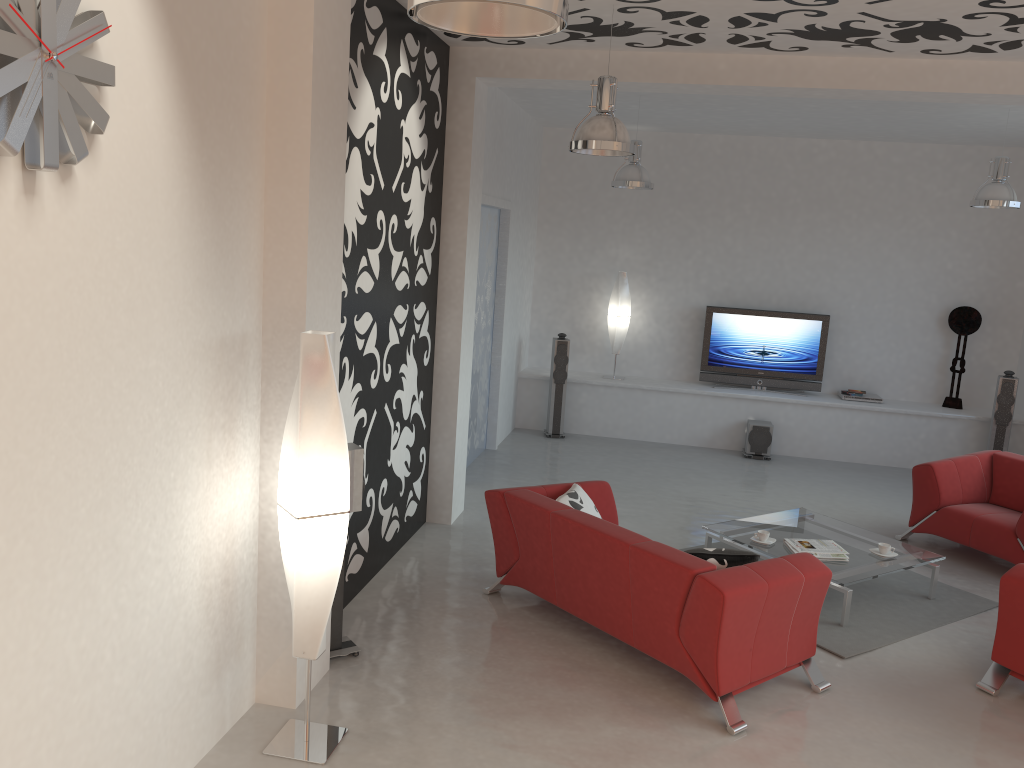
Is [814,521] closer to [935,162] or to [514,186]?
[514,186]

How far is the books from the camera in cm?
570

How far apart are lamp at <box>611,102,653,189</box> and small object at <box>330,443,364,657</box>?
4.3m

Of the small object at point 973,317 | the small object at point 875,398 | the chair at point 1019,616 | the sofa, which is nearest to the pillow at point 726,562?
the sofa

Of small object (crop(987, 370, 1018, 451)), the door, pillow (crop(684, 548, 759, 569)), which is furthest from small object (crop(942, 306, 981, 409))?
pillow (crop(684, 548, 759, 569))

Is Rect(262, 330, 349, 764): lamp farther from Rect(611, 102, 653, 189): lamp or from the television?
the television

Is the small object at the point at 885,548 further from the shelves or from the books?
the shelves

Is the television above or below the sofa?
above

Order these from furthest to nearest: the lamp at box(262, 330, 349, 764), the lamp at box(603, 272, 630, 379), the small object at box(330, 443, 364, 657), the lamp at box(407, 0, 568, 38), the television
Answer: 1. the lamp at box(603, 272, 630, 379)
2. the television
3. the small object at box(330, 443, 364, 657)
4. the lamp at box(262, 330, 349, 764)
5. the lamp at box(407, 0, 568, 38)

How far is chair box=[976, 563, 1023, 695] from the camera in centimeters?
459cm
